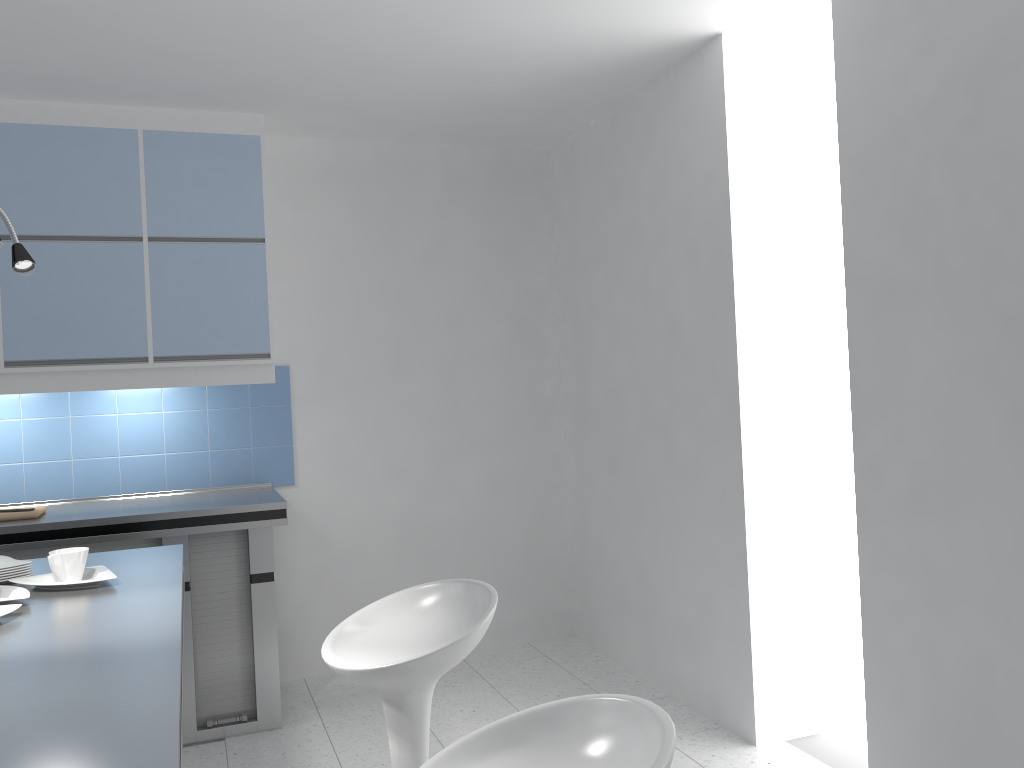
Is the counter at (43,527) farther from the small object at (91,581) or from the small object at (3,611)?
the small object at (3,611)

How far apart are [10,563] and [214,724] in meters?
1.7

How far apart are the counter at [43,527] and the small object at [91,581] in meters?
1.3

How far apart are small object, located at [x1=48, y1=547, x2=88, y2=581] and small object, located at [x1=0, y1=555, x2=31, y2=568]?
0.1 meters

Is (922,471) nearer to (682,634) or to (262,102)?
(682,634)

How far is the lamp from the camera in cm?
203

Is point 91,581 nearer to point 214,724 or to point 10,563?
point 10,563

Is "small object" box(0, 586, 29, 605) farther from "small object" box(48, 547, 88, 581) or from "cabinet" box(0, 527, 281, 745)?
"cabinet" box(0, 527, 281, 745)

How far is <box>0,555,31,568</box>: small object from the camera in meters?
2.3 m

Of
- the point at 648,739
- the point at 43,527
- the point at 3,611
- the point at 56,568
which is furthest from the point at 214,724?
the point at 648,739
